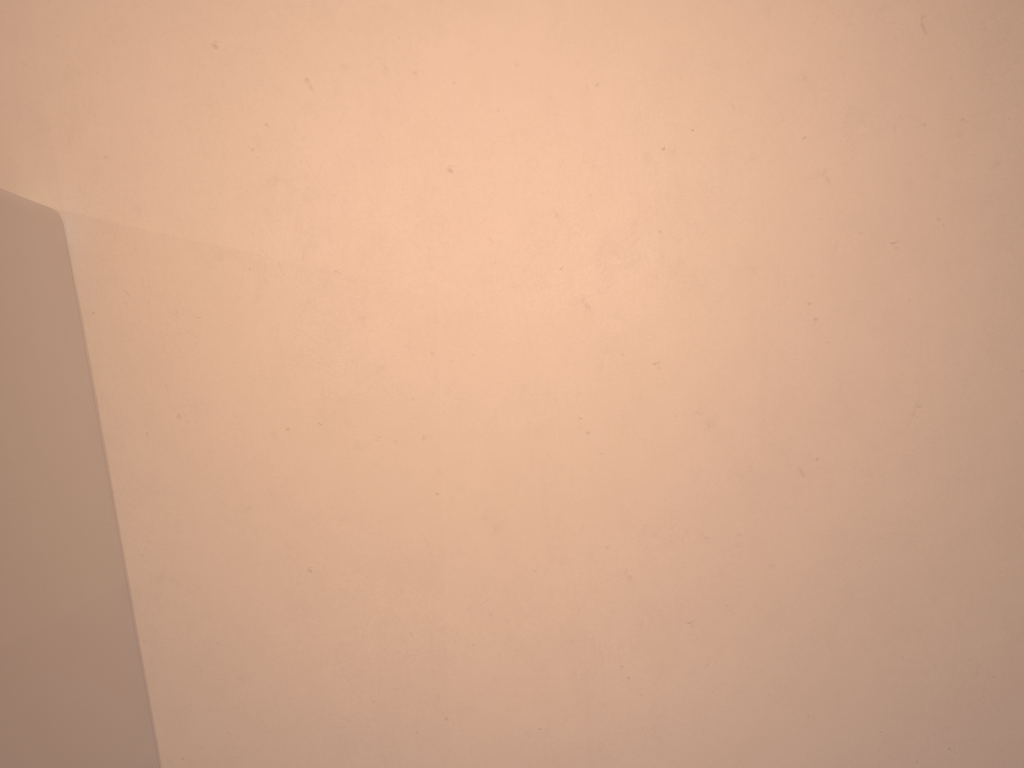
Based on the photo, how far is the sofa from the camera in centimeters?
43cm

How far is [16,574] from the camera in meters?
0.4

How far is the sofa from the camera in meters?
0.4 m

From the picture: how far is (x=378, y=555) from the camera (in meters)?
0.56
